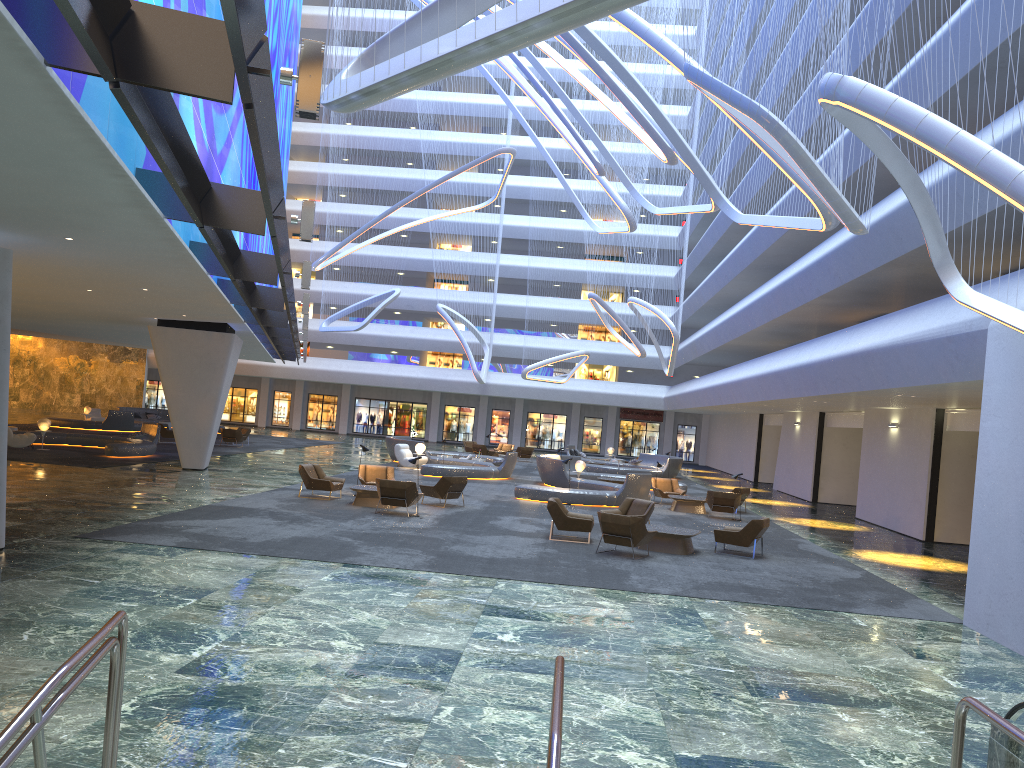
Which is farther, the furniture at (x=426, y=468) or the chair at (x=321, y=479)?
the furniture at (x=426, y=468)

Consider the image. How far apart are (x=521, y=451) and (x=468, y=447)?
3.0m

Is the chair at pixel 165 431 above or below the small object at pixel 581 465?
below

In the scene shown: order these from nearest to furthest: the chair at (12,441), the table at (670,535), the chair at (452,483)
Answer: the table at (670,535) < the chair at (452,483) < the chair at (12,441)

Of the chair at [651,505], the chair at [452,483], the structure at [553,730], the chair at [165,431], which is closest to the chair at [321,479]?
the chair at [452,483]

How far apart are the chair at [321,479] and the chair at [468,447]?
24.60m

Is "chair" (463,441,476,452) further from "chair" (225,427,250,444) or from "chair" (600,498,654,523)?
"chair" (600,498,654,523)

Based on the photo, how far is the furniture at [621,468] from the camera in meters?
39.0

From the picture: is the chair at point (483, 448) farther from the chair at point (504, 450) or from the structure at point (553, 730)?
→ the structure at point (553, 730)

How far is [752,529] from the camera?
16.78m
